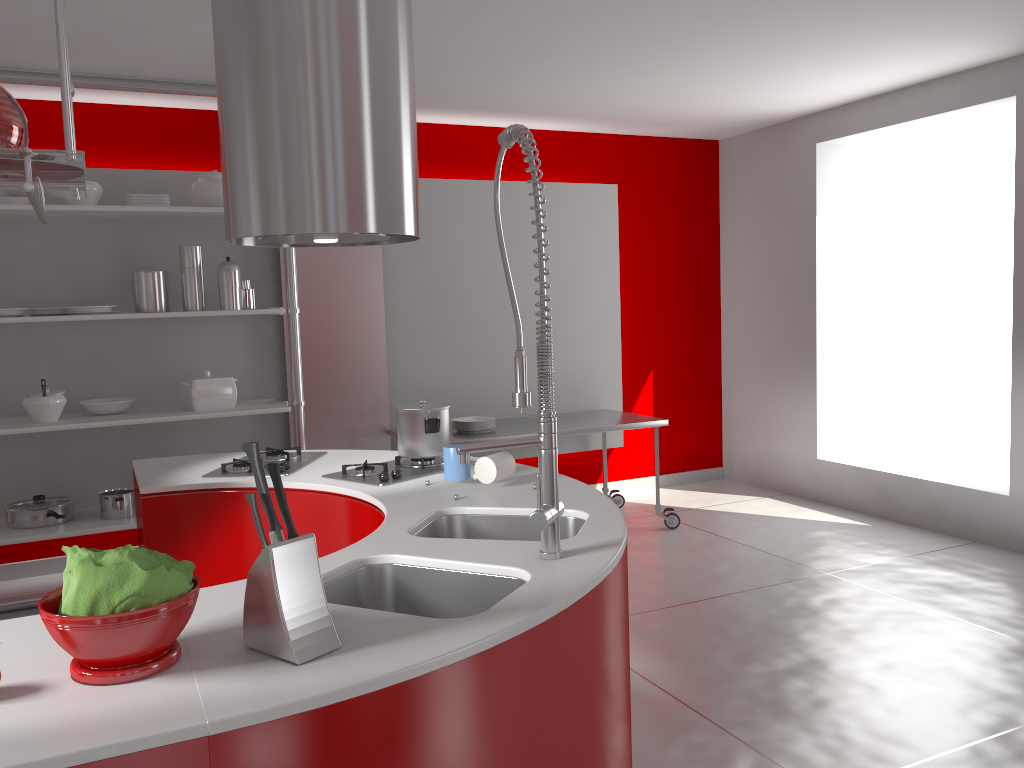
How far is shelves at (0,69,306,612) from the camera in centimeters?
416cm

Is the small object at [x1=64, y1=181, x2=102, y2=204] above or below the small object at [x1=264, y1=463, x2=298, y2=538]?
above

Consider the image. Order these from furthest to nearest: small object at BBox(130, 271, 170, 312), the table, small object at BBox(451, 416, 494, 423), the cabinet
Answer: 1. small object at BBox(451, 416, 494, 423)
2. the table
3. small object at BBox(130, 271, 170, 312)
4. the cabinet

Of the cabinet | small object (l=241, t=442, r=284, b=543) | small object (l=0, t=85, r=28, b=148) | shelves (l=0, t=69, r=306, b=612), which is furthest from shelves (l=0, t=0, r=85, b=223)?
shelves (l=0, t=69, r=306, b=612)

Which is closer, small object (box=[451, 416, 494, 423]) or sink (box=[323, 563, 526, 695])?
sink (box=[323, 563, 526, 695])

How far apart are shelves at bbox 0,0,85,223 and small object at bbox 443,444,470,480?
1.34m

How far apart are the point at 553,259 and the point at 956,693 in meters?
3.6 m

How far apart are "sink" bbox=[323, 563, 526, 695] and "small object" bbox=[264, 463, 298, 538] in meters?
0.4

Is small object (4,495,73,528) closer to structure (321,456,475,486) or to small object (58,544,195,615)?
structure (321,456,475,486)

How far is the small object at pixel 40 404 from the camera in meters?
4.2 m
